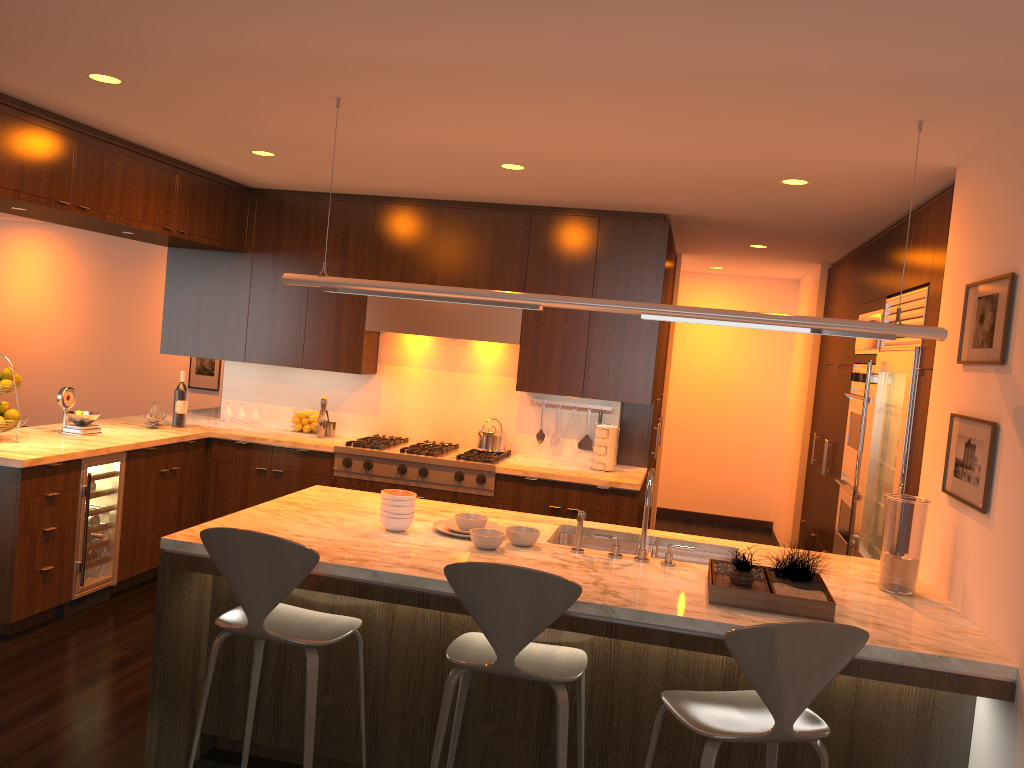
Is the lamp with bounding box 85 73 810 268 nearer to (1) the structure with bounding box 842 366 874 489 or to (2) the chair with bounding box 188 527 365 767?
(2) the chair with bounding box 188 527 365 767

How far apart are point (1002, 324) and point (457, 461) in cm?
335

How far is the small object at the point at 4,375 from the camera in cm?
469

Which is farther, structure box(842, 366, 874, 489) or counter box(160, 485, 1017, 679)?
structure box(842, 366, 874, 489)

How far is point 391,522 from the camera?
3.4m

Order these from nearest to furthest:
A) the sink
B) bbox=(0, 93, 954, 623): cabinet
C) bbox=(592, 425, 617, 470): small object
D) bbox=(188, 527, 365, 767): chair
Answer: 1. bbox=(188, 527, 365, 767): chair
2. the sink
3. bbox=(0, 93, 954, 623): cabinet
4. bbox=(592, 425, 617, 470): small object

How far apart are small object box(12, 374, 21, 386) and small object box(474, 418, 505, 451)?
2.7 meters

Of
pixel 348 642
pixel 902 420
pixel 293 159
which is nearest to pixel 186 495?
pixel 293 159

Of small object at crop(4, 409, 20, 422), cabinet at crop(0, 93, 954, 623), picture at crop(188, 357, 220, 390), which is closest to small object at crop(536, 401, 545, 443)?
cabinet at crop(0, 93, 954, 623)

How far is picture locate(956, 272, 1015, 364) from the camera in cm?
289
